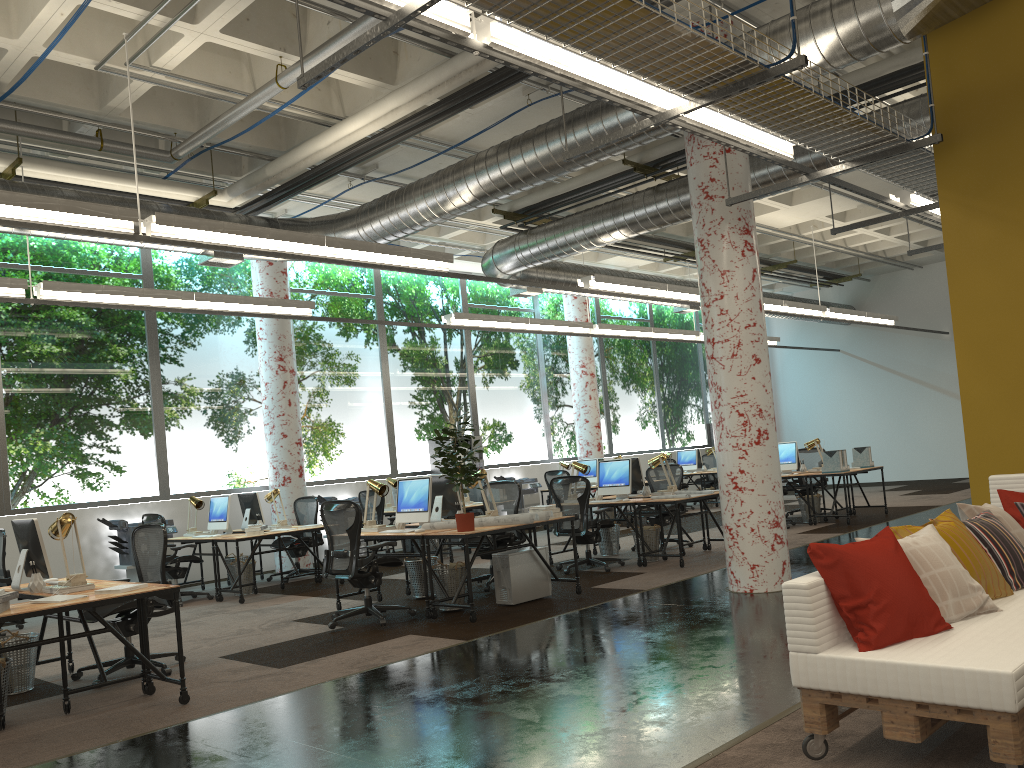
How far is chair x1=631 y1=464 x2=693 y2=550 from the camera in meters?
11.4 m

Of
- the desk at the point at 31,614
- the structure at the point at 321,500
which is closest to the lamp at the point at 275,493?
the structure at the point at 321,500

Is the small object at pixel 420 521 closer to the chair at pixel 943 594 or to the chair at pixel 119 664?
the chair at pixel 119 664

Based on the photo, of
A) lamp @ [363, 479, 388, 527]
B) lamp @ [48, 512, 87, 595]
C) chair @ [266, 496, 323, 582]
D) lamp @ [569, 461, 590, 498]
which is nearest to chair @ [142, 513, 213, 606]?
chair @ [266, 496, 323, 582]

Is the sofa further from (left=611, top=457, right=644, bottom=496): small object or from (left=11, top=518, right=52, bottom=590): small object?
(left=611, top=457, right=644, bottom=496): small object

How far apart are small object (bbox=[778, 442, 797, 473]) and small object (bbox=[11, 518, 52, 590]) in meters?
10.2 m

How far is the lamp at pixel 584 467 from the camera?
10.7m

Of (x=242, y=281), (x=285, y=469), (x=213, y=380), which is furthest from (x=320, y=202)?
(x=285, y=469)

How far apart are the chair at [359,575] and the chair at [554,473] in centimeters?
753cm

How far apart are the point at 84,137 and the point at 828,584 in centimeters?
807cm
